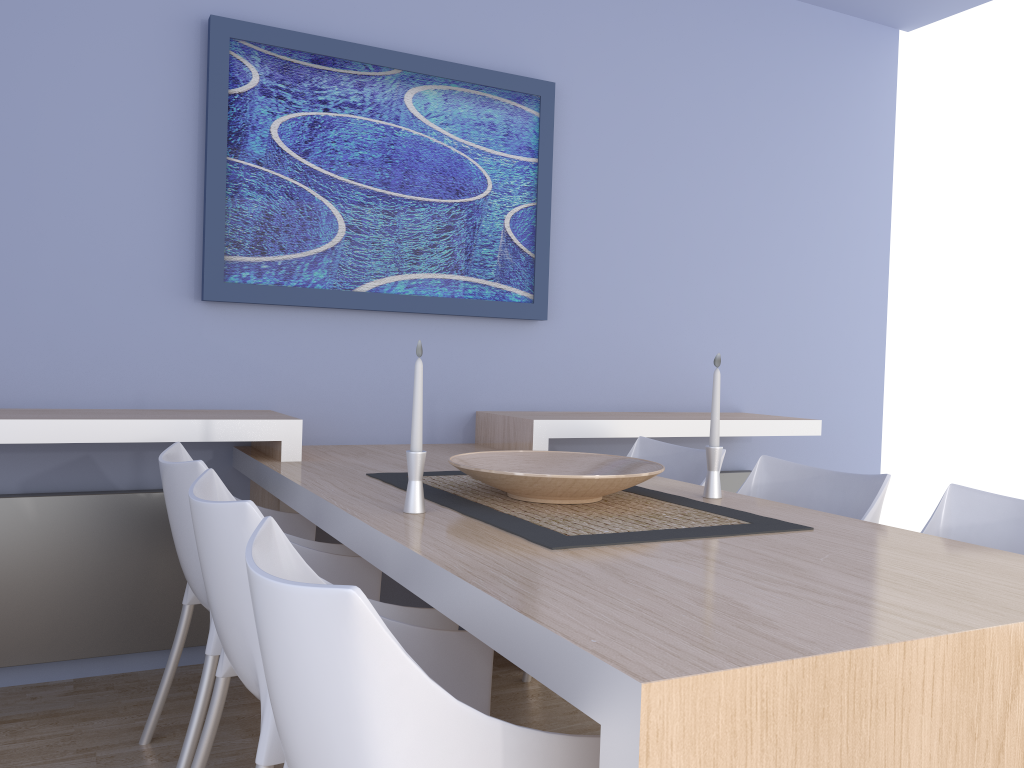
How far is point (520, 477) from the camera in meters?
1.8

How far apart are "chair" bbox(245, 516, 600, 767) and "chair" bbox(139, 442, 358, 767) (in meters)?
0.71

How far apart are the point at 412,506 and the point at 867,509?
1.1 meters

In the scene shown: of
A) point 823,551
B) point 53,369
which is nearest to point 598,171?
point 53,369

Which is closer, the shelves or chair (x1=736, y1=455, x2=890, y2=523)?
chair (x1=736, y1=455, x2=890, y2=523)

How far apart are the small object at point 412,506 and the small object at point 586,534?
0.08m

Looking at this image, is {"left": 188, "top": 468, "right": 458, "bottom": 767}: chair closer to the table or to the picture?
the table

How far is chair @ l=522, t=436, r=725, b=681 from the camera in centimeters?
279cm

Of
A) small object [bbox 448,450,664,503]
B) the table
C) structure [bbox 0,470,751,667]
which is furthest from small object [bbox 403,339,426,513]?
structure [bbox 0,470,751,667]

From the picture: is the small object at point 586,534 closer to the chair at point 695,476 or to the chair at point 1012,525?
the chair at point 1012,525
